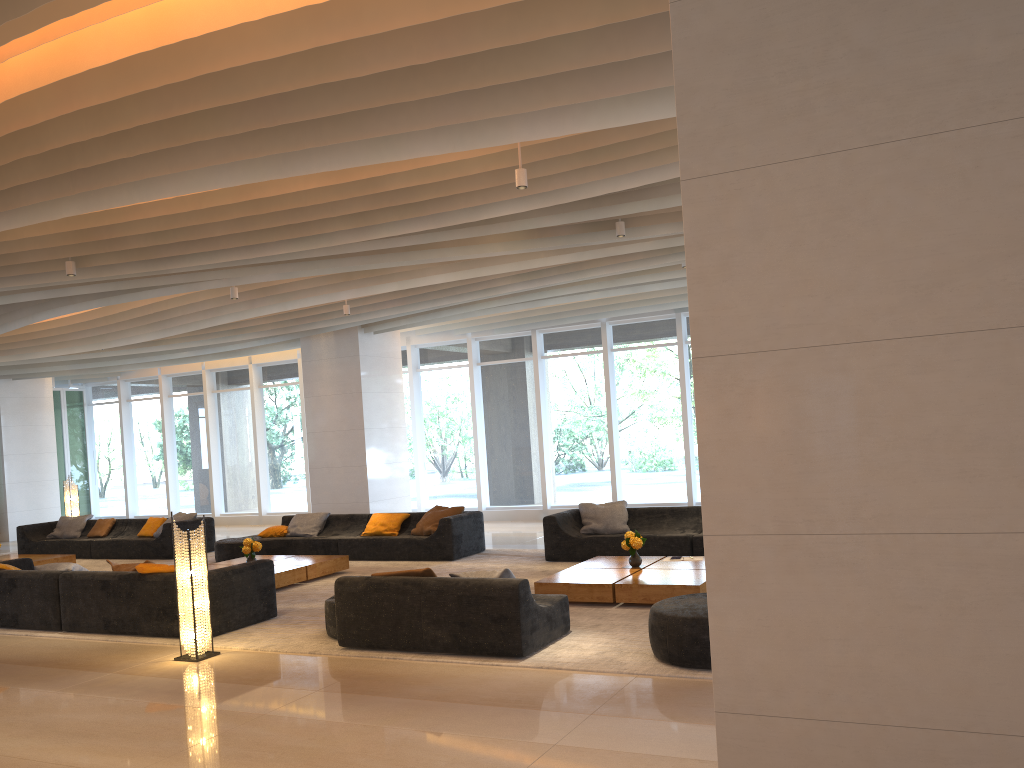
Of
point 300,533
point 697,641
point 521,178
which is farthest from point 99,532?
point 697,641

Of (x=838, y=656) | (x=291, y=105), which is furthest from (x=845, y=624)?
(x=291, y=105)

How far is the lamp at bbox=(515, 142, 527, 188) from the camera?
6.7 meters

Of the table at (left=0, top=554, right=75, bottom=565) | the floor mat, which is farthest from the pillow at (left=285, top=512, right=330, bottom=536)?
the table at (left=0, top=554, right=75, bottom=565)

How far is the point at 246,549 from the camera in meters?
10.6

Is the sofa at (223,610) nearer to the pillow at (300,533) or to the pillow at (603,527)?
the pillow at (300,533)

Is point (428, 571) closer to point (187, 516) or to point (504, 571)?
point (504, 571)

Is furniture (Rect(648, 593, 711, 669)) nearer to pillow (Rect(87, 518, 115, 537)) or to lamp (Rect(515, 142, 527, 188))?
lamp (Rect(515, 142, 527, 188))

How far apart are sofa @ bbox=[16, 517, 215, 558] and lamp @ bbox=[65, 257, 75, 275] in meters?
6.0

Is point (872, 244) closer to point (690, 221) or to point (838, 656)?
point (690, 221)
